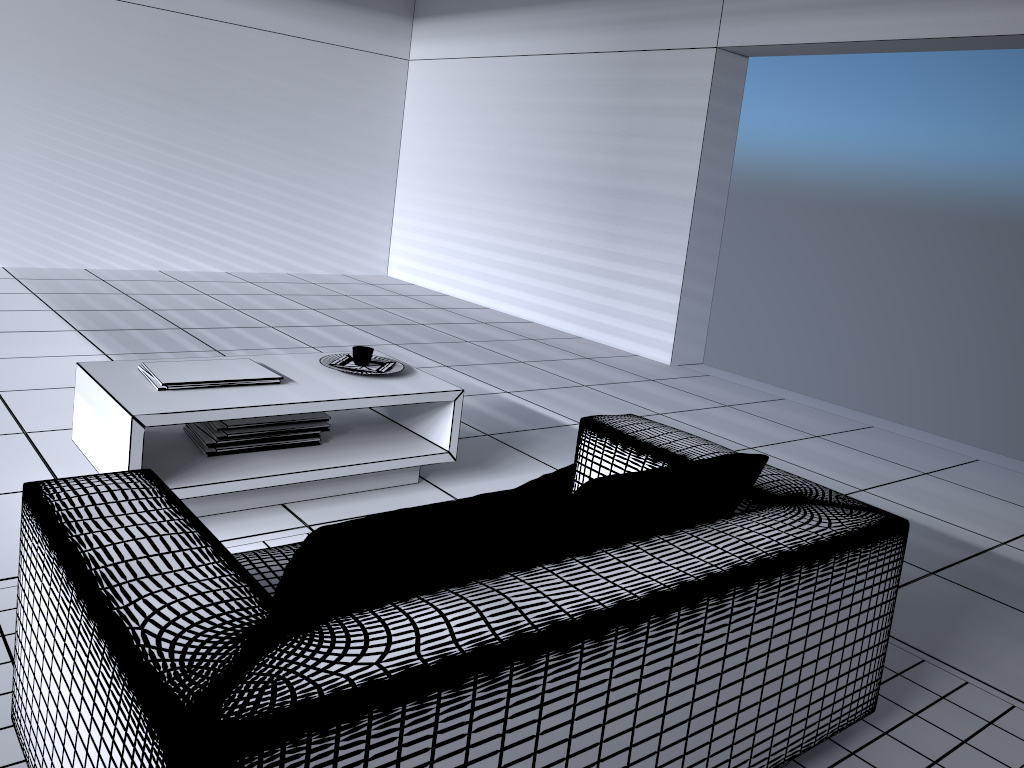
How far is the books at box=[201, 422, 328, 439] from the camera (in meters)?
3.04

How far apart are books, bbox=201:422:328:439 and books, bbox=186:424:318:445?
0.0m

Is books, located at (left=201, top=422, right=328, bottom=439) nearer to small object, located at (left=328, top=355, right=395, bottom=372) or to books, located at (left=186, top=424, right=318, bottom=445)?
books, located at (left=186, top=424, right=318, bottom=445)

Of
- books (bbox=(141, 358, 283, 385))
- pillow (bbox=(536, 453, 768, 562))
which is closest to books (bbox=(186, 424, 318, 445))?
books (bbox=(141, 358, 283, 385))

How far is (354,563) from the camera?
1.3m

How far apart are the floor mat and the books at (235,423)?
0.5 meters

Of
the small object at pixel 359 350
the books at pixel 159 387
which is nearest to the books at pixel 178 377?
the books at pixel 159 387

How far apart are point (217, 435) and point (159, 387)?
0.3m

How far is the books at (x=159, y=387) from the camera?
2.9m

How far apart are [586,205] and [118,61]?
3.93m
